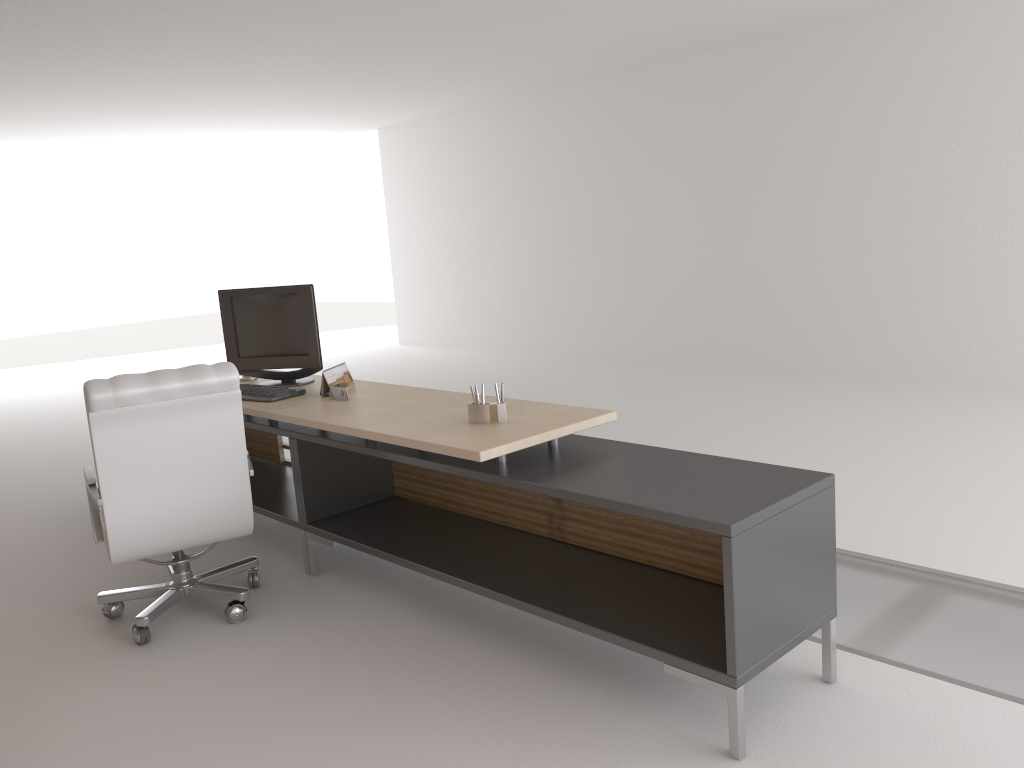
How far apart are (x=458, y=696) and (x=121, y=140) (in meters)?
15.96

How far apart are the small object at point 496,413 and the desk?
0.06m

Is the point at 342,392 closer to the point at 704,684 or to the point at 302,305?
the point at 302,305

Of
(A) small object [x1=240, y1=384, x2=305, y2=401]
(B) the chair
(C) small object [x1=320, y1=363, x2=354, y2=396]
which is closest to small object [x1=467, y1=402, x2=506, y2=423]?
(B) the chair

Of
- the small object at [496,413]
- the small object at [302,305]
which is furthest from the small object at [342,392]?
the small object at [496,413]

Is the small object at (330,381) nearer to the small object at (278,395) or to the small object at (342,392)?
the small object at (342,392)

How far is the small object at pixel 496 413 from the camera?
5.0 meters

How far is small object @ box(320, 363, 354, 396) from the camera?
6.28m

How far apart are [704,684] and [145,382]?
3.4m

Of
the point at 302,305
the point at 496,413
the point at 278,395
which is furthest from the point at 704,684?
the point at 302,305
